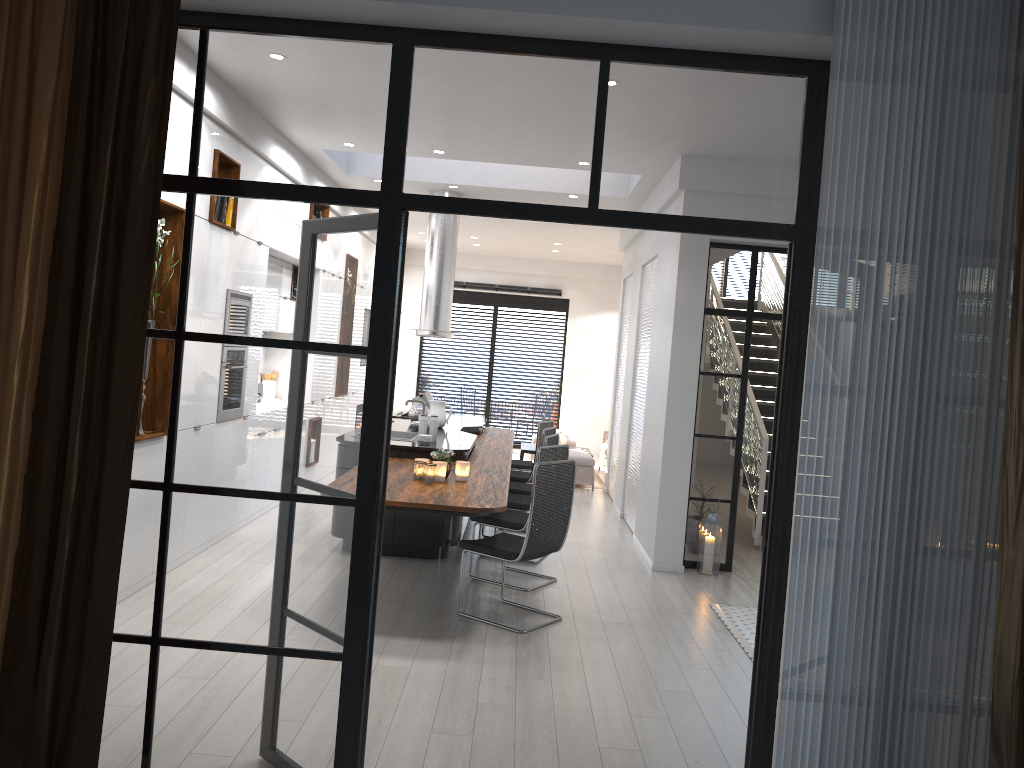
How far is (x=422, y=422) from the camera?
7.16m

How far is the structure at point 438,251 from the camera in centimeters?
952cm

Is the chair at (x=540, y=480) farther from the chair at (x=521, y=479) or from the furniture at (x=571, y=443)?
the furniture at (x=571, y=443)

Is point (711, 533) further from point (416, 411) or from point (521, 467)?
point (416, 411)

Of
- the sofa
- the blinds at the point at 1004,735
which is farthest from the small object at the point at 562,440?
the blinds at the point at 1004,735

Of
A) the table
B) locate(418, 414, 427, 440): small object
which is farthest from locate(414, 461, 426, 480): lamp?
the table

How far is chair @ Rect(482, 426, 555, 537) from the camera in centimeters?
783cm

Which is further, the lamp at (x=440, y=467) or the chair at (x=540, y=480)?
the lamp at (x=440, y=467)

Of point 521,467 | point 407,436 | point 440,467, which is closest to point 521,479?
point 521,467

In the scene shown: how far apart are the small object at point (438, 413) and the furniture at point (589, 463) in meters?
3.2 m
